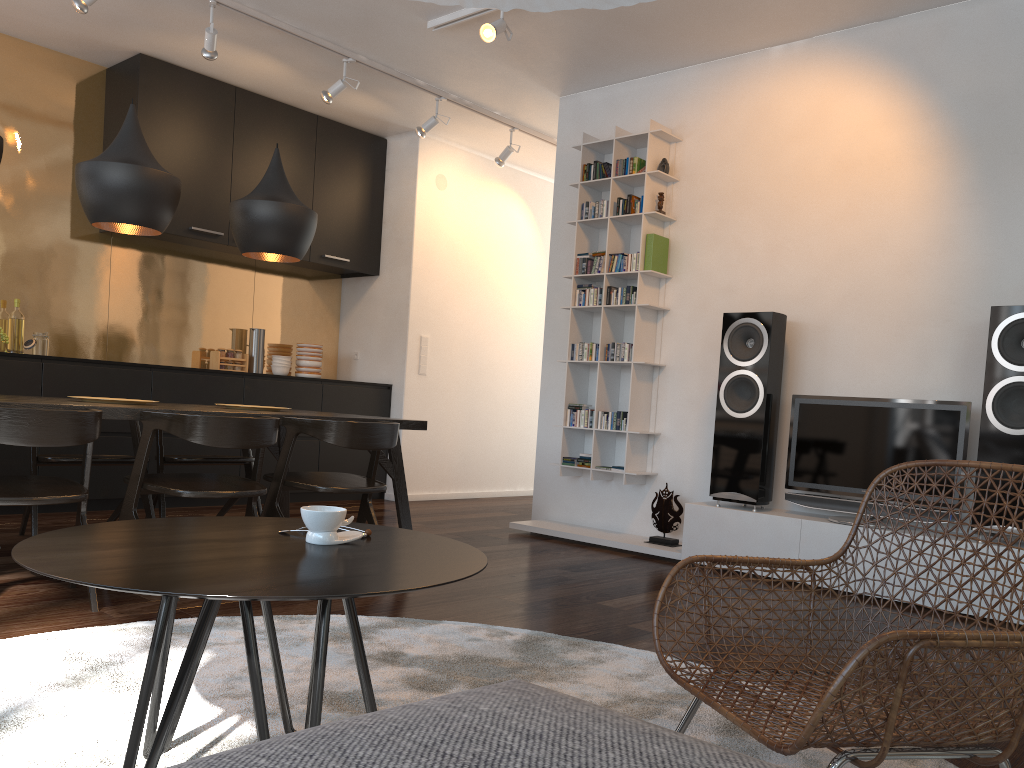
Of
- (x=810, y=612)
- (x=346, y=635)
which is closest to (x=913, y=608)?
(x=810, y=612)

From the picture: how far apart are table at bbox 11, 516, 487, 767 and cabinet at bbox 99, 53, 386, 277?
4.2m

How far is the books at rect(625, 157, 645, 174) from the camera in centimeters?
518cm

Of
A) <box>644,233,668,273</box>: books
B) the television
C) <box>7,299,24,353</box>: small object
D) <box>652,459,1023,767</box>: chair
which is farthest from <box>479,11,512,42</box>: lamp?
<box>7,299,24,353</box>: small object

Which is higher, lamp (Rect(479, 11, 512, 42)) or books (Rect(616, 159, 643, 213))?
lamp (Rect(479, 11, 512, 42))

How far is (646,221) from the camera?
5.11m

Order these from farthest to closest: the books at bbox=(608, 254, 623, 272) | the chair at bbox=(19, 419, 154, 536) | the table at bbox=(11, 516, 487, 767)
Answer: the books at bbox=(608, 254, 623, 272), the chair at bbox=(19, 419, 154, 536), the table at bbox=(11, 516, 487, 767)

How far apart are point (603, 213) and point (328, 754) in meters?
4.8 m

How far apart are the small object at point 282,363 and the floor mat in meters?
3.9 m

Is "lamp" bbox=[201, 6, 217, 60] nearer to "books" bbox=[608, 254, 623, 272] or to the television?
"books" bbox=[608, 254, 623, 272]
